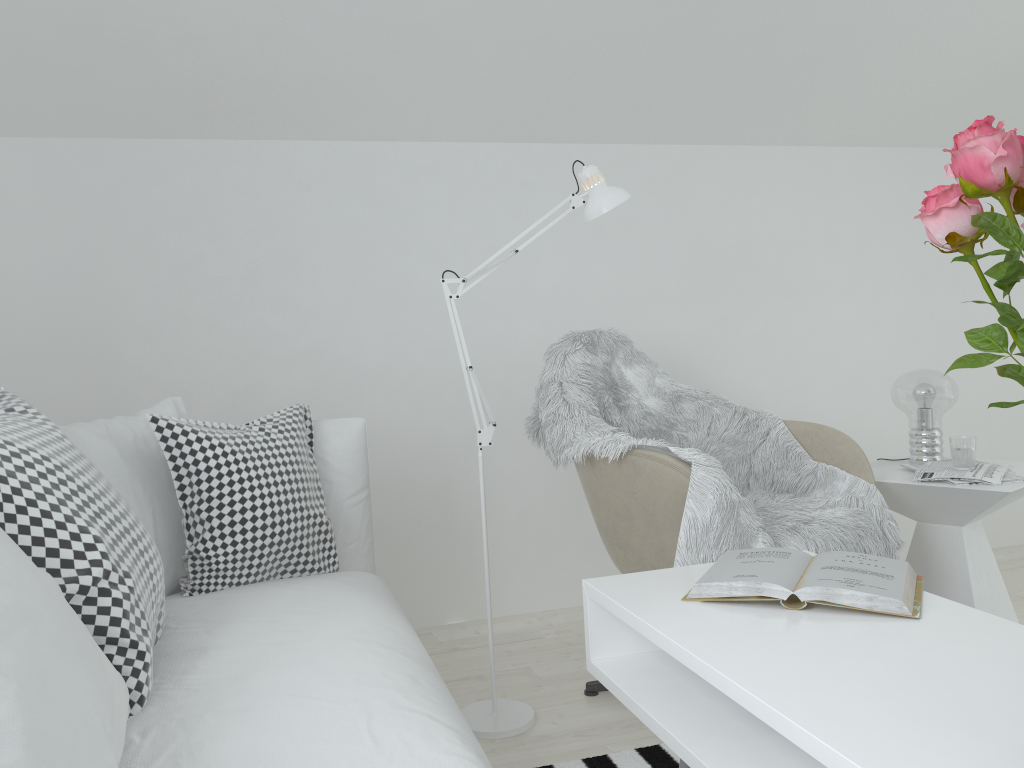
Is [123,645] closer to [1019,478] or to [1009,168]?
[1009,168]

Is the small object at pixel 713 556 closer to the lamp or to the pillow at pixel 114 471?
the lamp

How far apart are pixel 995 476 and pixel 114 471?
2.1 meters

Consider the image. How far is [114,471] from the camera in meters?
1.8 m

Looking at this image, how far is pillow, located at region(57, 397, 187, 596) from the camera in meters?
1.8 m

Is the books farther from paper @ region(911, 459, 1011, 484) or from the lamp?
paper @ region(911, 459, 1011, 484)

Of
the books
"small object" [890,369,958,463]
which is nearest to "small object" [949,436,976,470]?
"small object" [890,369,958,463]

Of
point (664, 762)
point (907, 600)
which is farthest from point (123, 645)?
point (664, 762)

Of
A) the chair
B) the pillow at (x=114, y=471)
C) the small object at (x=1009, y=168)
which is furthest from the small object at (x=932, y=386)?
the pillow at (x=114, y=471)

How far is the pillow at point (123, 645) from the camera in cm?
123
